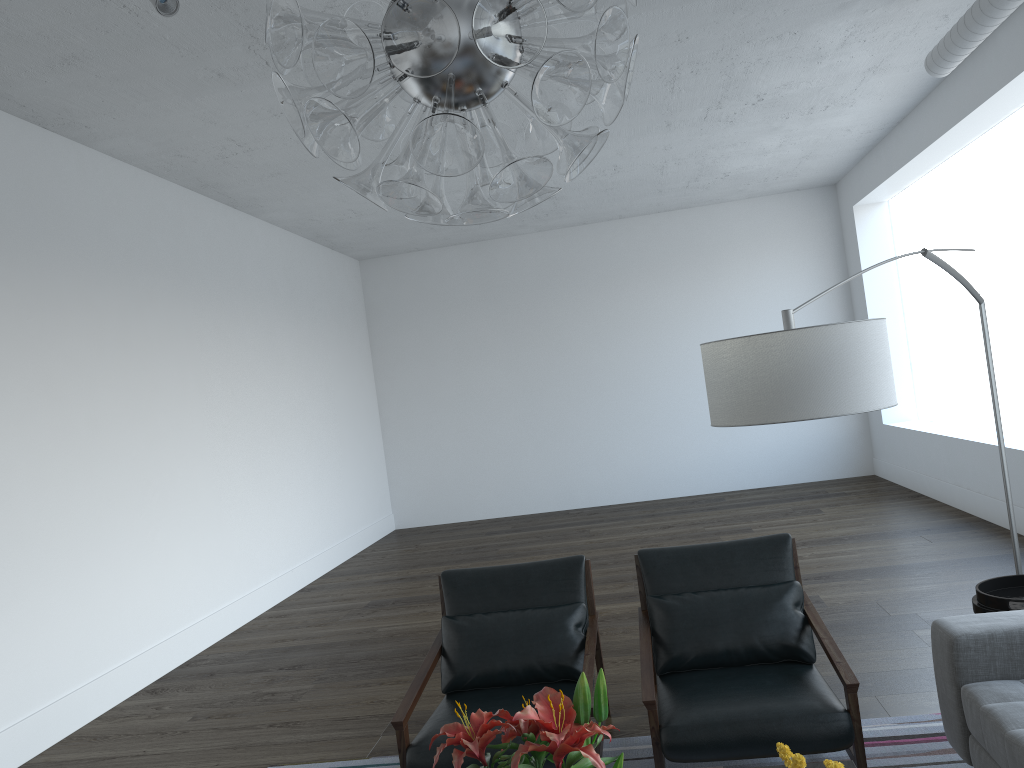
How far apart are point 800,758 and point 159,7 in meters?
3.1 m

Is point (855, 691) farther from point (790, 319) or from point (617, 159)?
point (617, 159)

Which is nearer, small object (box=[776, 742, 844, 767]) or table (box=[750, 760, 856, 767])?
small object (box=[776, 742, 844, 767])

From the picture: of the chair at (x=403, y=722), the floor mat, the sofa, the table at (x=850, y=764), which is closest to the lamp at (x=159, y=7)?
the chair at (x=403, y=722)

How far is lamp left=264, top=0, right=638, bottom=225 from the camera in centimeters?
111cm

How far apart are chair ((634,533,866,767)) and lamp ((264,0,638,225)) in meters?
2.0

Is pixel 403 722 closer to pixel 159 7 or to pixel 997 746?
pixel 997 746

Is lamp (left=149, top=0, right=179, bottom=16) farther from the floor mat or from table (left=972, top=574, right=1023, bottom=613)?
table (left=972, top=574, right=1023, bottom=613)

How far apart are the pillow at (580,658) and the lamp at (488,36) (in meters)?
2.34

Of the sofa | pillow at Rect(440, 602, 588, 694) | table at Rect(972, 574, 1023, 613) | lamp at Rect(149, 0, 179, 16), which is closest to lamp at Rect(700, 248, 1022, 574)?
table at Rect(972, 574, 1023, 613)
